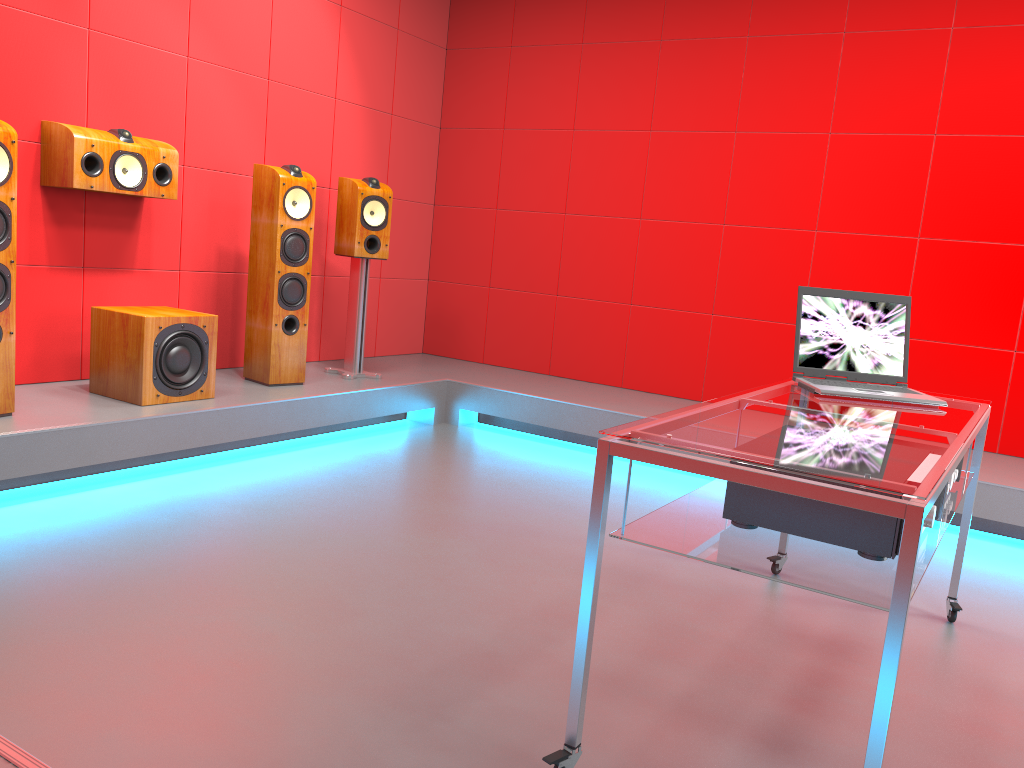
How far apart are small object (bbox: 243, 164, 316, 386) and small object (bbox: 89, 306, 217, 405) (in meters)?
0.41

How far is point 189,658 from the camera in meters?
2.0

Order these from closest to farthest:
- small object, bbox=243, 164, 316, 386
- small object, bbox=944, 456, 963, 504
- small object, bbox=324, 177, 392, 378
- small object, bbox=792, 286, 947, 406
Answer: small object, bbox=944, 456, 963, 504 → small object, bbox=792, 286, 947, 406 → small object, bbox=243, 164, 316, 386 → small object, bbox=324, 177, 392, 378

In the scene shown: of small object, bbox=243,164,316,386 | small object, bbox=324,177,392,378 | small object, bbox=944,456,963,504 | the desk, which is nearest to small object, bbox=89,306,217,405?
small object, bbox=243,164,316,386

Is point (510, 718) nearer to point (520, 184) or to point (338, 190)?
point (338, 190)

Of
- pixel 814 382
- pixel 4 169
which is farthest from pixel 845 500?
pixel 4 169

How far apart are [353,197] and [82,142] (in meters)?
1.37

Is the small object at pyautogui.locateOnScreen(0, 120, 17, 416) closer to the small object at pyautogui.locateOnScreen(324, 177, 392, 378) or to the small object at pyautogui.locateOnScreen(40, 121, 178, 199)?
the small object at pyautogui.locateOnScreen(40, 121, 178, 199)

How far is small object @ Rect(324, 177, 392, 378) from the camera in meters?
4.6 m

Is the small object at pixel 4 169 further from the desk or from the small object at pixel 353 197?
the desk
